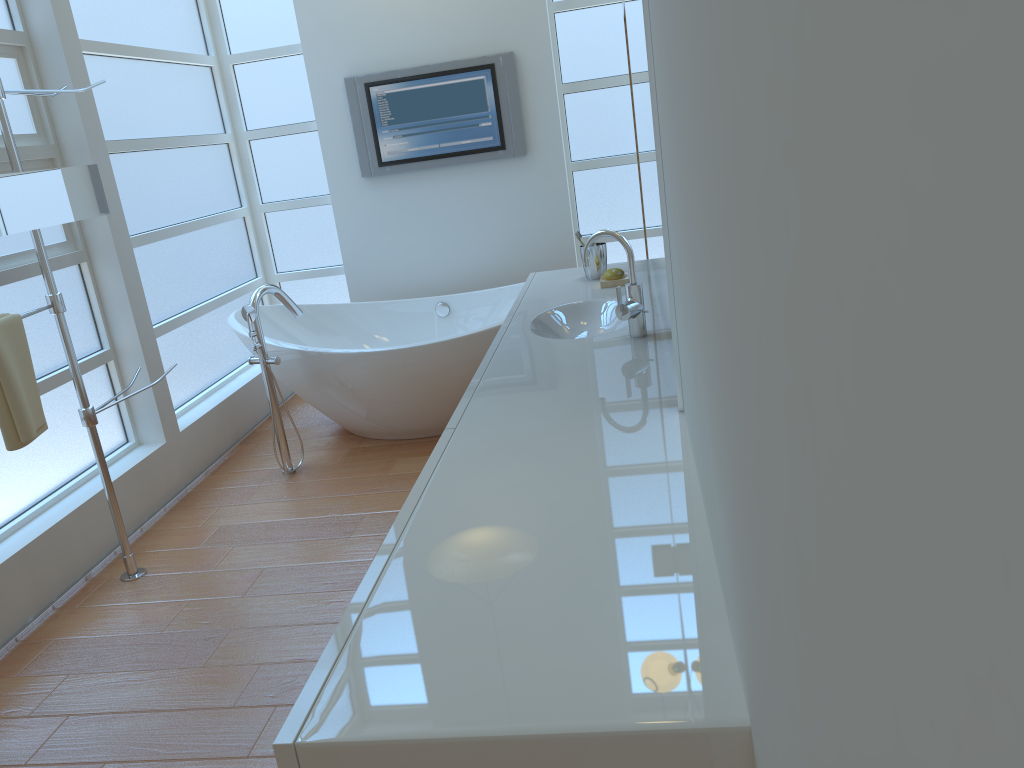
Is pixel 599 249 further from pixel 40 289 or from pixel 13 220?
pixel 40 289

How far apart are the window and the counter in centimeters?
164cm

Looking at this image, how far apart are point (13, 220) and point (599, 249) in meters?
1.8 m

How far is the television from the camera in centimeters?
452cm

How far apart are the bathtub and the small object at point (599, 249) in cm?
76

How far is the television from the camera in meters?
4.5

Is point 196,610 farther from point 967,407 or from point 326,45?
point 326,45

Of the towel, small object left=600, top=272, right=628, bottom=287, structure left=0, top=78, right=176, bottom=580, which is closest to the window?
structure left=0, top=78, right=176, bottom=580

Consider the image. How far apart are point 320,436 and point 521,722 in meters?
3.5

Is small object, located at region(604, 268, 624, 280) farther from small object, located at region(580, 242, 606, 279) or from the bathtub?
the bathtub
